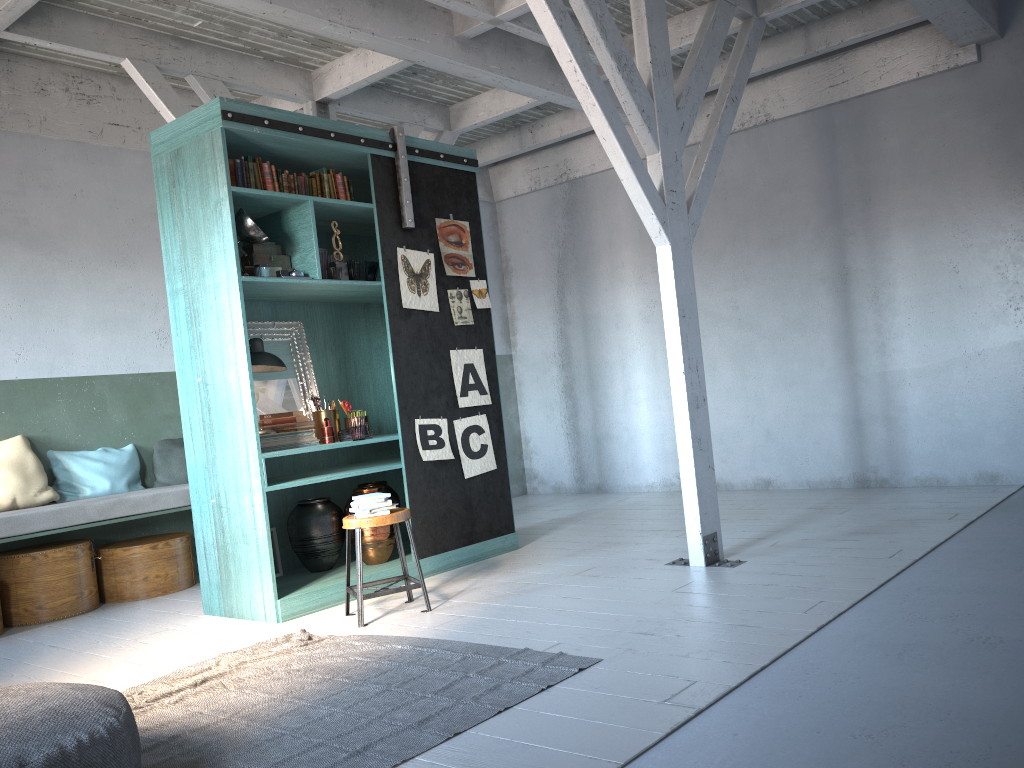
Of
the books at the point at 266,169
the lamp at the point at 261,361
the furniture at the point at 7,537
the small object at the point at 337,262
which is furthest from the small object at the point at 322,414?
the books at the point at 266,169

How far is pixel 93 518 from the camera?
7.0 meters

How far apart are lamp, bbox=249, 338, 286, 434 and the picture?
1.0 meters

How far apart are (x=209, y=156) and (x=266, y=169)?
0.4m

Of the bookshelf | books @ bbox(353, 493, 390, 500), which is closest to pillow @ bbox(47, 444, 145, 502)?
the bookshelf

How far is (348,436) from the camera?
6.6m

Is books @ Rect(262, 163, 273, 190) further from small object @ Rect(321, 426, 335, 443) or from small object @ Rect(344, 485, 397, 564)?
small object @ Rect(344, 485, 397, 564)

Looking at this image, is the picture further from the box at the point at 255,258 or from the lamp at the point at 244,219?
the lamp at the point at 244,219

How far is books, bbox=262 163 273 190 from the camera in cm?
627

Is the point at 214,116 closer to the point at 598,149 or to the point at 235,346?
the point at 235,346
